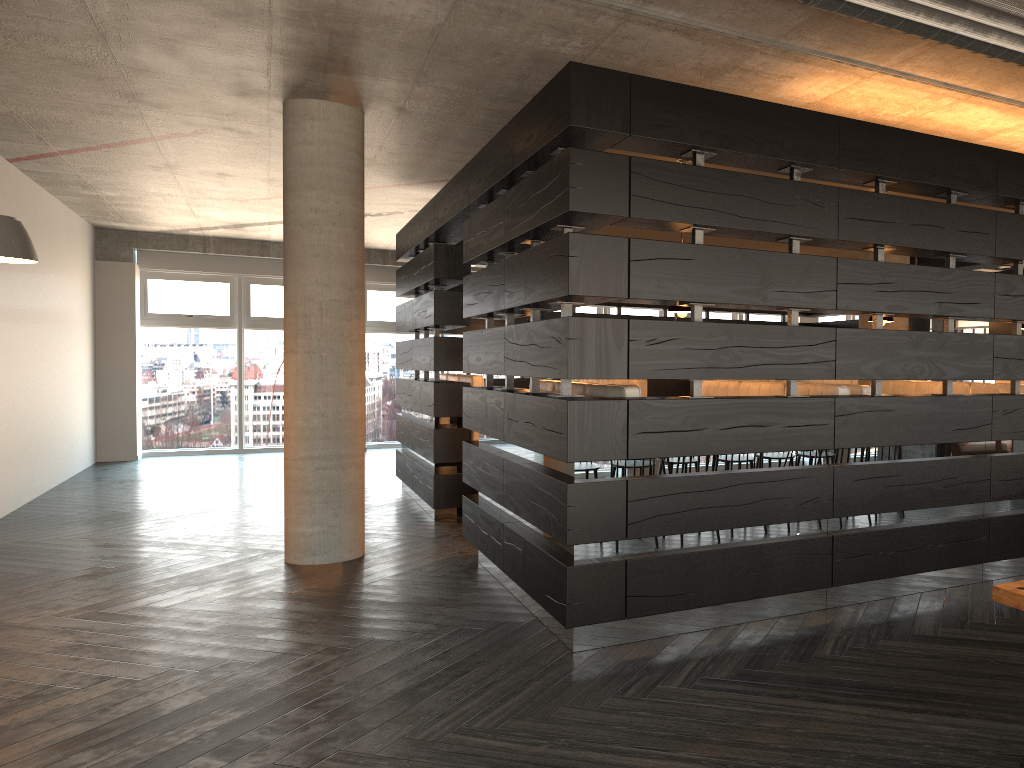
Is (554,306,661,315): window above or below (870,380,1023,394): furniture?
above

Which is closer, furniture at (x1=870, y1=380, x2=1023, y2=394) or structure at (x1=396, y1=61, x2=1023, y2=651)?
structure at (x1=396, y1=61, x2=1023, y2=651)

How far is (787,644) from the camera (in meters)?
3.91

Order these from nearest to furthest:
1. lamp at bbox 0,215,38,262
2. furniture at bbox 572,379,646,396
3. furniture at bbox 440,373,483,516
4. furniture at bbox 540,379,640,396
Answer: furniture at bbox 540,379,640,396 < lamp at bbox 0,215,38,262 < furniture at bbox 440,373,483,516 < furniture at bbox 572,379,646,396

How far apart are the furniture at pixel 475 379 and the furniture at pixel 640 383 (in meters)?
1.50

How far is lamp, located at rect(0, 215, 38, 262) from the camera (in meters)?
5.79

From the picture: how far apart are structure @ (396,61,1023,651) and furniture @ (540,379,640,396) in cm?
24

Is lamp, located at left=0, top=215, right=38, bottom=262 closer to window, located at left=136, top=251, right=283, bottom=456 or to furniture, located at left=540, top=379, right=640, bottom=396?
furniture, located at left=540, top=379, right=640, bottom=396

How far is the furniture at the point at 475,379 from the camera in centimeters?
783cm

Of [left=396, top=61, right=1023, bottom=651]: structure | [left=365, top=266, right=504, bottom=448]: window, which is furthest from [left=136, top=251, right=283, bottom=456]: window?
[left=396, top=61, right=1023, bottom=651]: structure
